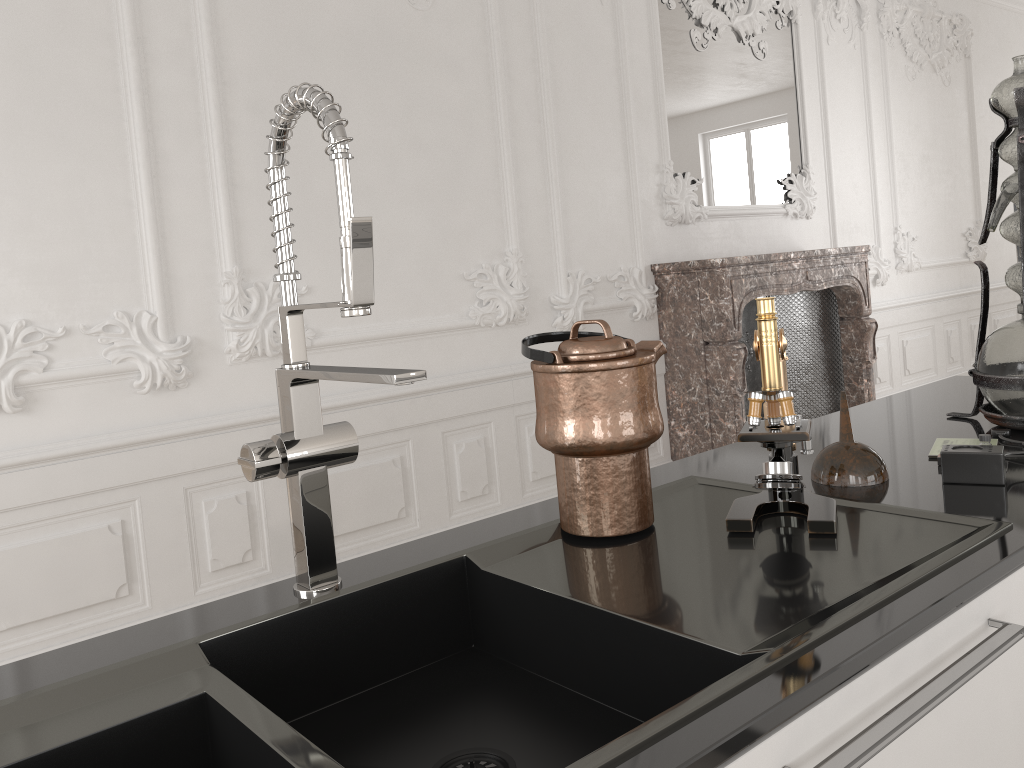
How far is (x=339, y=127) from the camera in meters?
0.9 m

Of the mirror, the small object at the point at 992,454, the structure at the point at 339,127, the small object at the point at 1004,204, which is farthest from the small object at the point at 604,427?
the mirror

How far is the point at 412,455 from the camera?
3.95m

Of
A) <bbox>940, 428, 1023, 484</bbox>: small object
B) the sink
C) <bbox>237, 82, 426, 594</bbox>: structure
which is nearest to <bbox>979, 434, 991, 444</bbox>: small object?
<bbox>940, 428, 1023, 484</bbox>: small object

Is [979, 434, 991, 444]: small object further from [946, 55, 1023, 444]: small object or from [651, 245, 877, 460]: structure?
[651, 245, 877, 460]: structure

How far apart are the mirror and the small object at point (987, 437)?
3.97m

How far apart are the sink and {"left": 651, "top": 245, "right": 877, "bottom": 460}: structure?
3.33m

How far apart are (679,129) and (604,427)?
4.3m

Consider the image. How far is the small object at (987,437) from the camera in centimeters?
129cm

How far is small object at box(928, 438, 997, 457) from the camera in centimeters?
143cm
